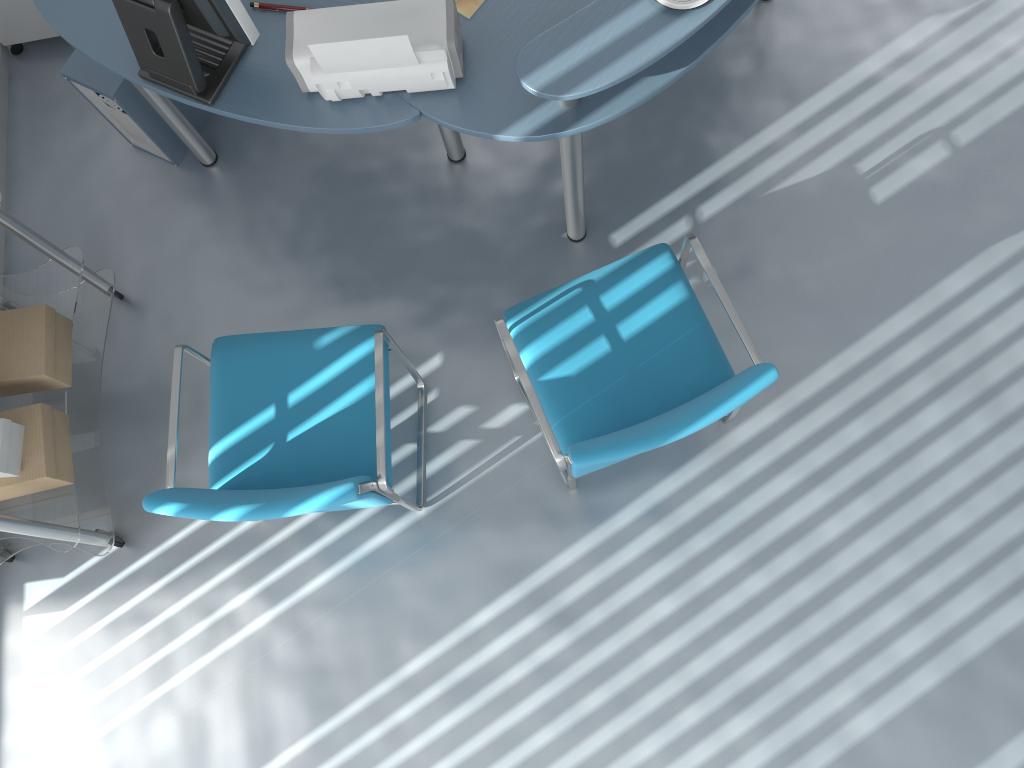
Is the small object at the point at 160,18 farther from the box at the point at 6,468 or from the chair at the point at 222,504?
the box at the point at 6,468

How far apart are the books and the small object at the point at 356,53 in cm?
12

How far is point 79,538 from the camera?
2.4m

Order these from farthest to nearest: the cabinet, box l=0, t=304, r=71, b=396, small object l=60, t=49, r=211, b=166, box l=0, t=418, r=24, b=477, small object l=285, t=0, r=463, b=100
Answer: the cabinet, small object l=60, t=49, r=211, b=166, box l=0, t=304, r=71, b=396, box l=0, t=418, r=24, b=477, small object l=285, t=0, r=463, b=100

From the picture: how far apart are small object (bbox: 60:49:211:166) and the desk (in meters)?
0.09

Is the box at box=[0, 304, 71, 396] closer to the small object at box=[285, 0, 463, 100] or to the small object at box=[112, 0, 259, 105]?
the small object at box=[112, 0, 259, 105]

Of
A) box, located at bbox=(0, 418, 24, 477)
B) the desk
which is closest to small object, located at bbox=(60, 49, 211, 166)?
the desk

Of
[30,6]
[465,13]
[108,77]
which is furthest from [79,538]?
[30,6]

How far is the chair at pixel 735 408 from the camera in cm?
192

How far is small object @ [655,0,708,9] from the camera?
1.9 meters
